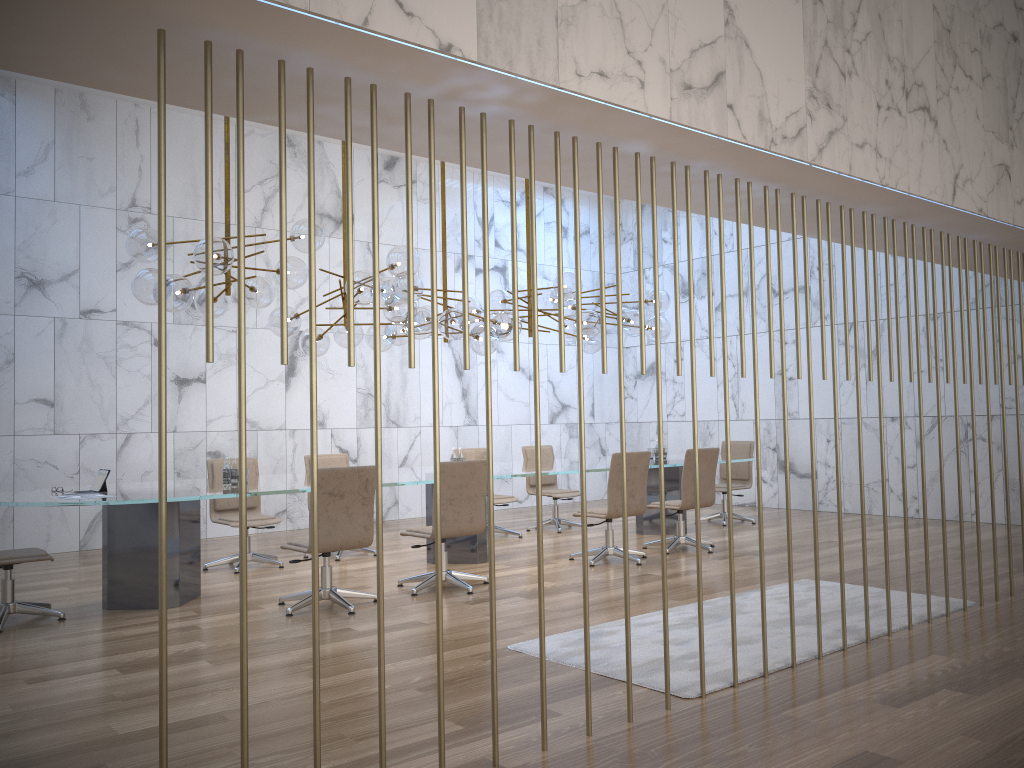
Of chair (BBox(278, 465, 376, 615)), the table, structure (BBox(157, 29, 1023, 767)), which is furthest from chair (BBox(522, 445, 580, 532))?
→ structure (BBox(157, 29, 1023, 767))

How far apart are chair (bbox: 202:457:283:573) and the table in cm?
50

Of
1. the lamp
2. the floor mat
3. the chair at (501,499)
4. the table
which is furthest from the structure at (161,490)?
the chair at (501,499)

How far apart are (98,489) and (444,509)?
2.48m

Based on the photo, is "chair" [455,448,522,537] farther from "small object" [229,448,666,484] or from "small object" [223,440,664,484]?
"small object" [223,440,664,484]

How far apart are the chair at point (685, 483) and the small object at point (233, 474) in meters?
1.4

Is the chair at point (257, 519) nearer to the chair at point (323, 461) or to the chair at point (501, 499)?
the chair at point (323, 461)

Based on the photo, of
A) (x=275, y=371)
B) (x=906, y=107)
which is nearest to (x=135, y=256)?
(x=275, y=371)

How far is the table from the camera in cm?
625

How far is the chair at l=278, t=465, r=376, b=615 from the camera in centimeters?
602cm
